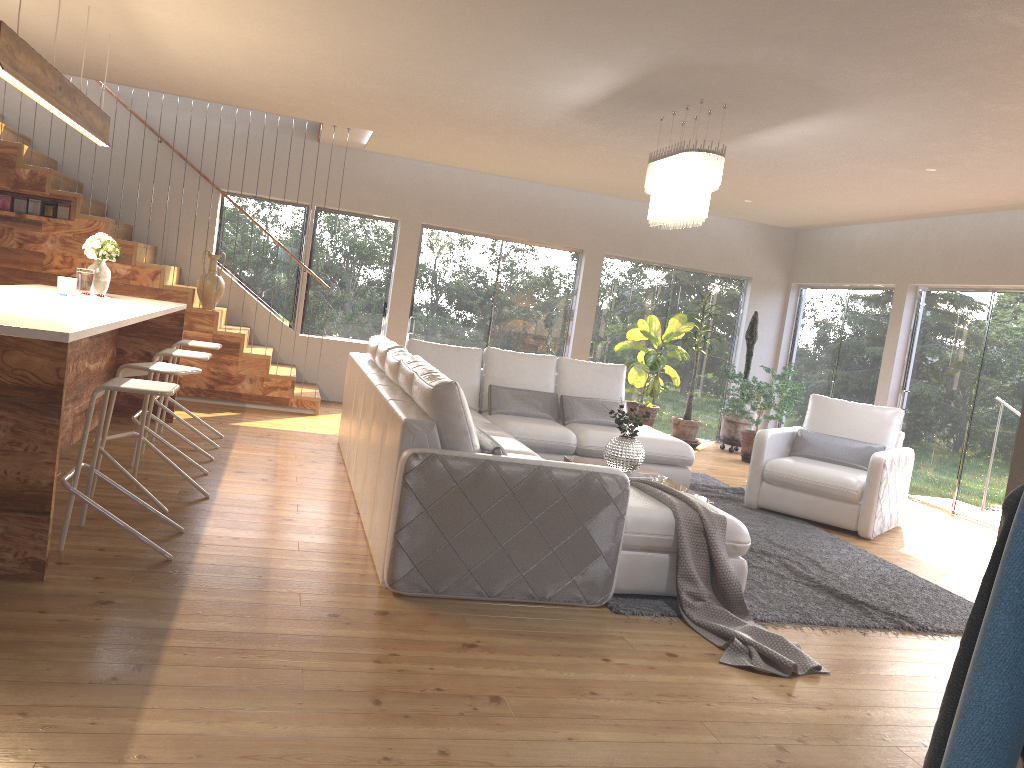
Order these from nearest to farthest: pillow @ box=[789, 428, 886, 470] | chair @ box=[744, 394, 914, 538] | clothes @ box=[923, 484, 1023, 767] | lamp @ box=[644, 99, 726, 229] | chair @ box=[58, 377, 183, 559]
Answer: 1. clothes @ box=[923, 484, 1023, 767]
2. chair @ box=[58, 377, 183, 559]
3. lamp @ box=[644, 99, 726, 229]
4. chair @ box=[744, 394, 914, 538]
5. pillow @ box=[789, 428, 886, 470]

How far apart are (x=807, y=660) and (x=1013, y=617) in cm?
303

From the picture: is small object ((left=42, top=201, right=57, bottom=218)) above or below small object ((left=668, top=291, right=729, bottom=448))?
above

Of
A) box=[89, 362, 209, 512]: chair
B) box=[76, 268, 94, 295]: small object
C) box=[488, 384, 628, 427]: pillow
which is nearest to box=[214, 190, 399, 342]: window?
box=[488, 384, 628, 427]: pillow

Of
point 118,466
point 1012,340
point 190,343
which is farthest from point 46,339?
point 1012,340

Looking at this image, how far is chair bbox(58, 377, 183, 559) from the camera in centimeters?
380cm

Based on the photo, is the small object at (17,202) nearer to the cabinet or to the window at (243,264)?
the cabinet

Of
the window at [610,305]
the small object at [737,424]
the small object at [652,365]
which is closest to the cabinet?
the small object at [652,365]

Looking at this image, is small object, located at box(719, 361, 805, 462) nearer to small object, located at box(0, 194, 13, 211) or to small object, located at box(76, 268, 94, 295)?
small object, located at box(76, 268, 94, 295)

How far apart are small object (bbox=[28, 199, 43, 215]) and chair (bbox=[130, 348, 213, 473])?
3.3m
